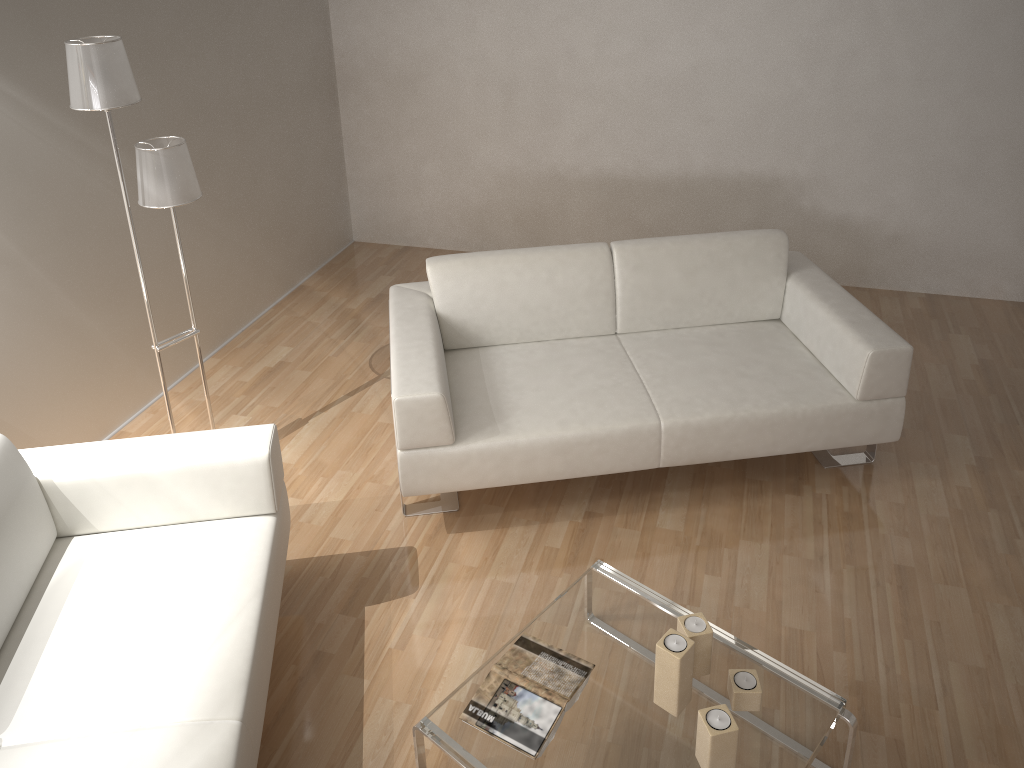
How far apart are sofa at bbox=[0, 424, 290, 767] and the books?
0.59m

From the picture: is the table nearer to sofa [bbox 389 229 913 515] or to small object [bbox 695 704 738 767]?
small object [bbox 695 704 738 767]

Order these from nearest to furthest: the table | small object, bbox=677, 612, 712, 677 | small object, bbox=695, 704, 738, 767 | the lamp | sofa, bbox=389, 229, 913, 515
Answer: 1. small object, bbox=695, 704, 738, 767
2. the table
3. small object, bbox=677, 612, 712, 677
4. the lamp
5. sofa, bbox=389, 229, 913, 515

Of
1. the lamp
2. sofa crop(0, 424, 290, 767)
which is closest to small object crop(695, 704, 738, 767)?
sofa crop(0, 424, 290, 767)

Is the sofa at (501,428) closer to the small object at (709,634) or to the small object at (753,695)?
the small object at (709,634)

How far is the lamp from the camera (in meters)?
2.53

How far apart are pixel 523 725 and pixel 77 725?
1.0m

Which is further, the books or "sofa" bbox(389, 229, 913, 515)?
"sofa" bbox(389, 229, 913, 515)

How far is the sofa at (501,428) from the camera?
3.0 meters

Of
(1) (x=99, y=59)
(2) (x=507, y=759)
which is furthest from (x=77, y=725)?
(1) (x=99, y=59)
